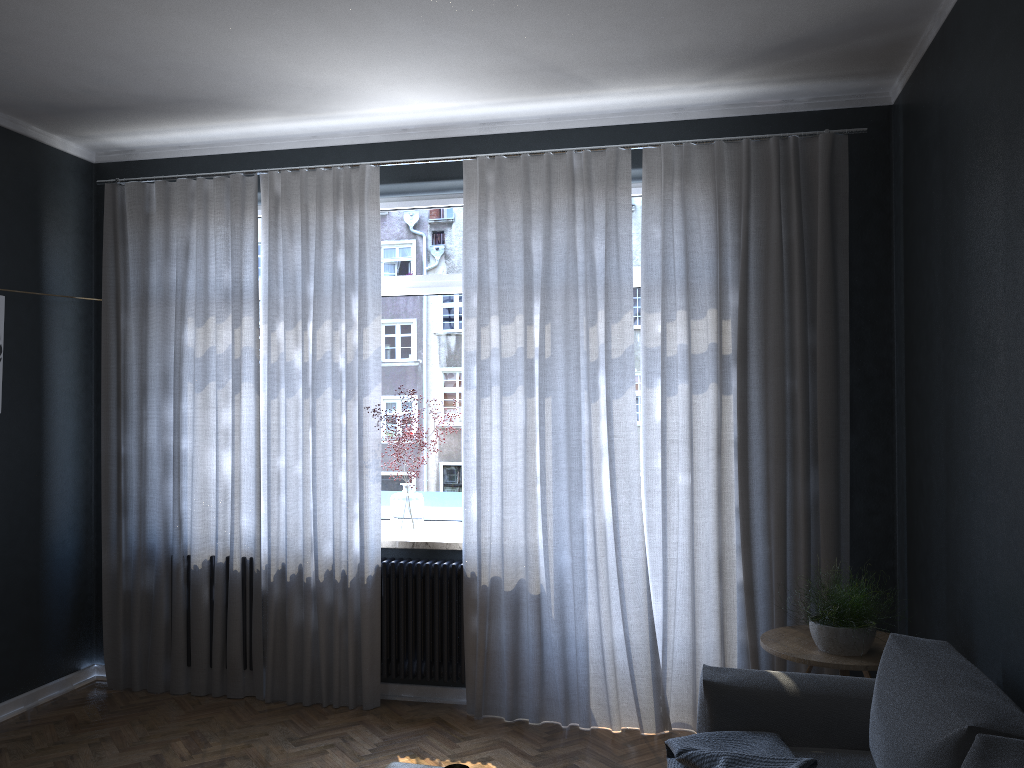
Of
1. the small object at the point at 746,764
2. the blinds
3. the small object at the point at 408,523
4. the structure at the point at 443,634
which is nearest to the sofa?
the small object at the point at 746,764

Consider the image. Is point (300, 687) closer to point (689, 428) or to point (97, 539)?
point (97, 539)

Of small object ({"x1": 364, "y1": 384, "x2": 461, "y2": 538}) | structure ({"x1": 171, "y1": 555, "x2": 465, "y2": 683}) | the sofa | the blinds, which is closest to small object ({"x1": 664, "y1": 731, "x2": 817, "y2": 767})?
the sofa

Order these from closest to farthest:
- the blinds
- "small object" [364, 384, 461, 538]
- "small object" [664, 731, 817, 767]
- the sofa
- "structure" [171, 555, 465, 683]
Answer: the sofa < "small object" [664, 731, 817, 767] < the blinds < "structure" [171, 555, 465, 683] < "small object" [364, 384, 461, 538]

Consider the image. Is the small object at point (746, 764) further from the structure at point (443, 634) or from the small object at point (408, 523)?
the small object at point (408, 523)

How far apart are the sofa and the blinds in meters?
1.0

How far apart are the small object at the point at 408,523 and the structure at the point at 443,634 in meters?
0.1 m

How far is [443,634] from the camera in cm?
444

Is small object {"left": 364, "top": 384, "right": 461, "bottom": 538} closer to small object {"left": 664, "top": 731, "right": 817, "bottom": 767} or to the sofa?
the sofa

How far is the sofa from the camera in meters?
2.0 m
